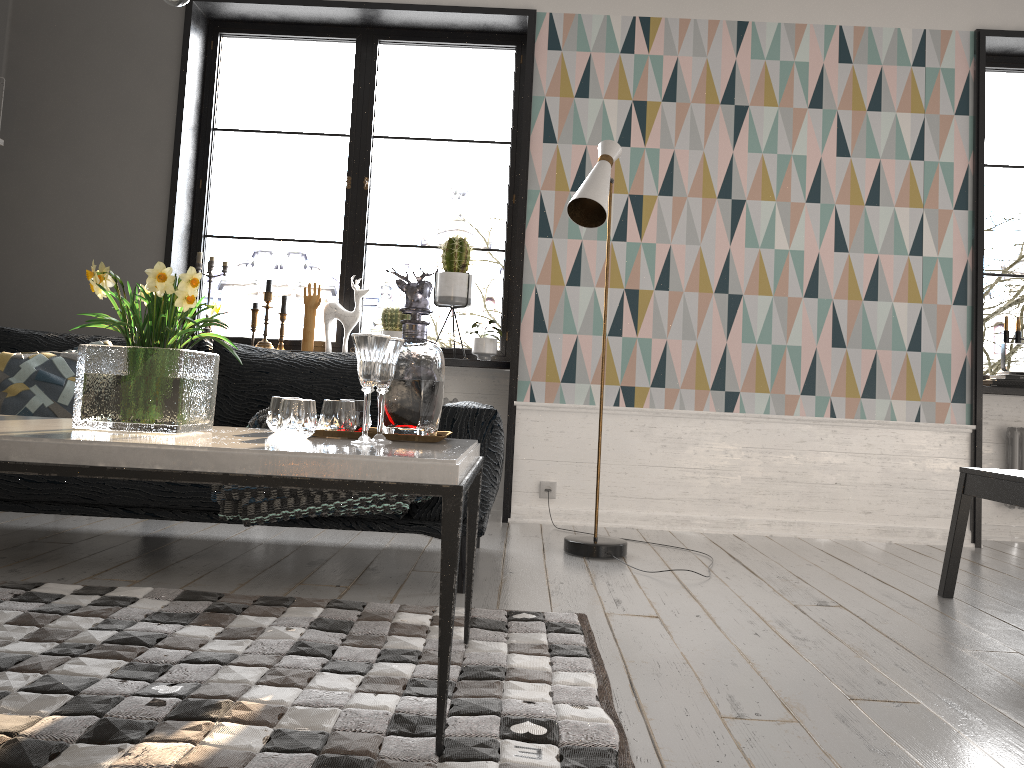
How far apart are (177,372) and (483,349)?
2.7m

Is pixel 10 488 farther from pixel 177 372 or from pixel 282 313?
pixel 282 313

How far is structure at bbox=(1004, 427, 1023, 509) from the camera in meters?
4.6

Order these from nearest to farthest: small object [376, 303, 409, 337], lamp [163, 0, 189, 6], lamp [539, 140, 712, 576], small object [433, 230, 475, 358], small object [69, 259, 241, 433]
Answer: small object [69, 259, 241, 433]
lamp [163, 0, 189, 6]
lamp [539, 140, 712, 576]
small object [433, 230, 475, 358]
small object [376, 303, 409, 337]

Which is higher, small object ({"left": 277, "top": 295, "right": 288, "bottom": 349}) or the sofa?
small object ({"left": 277, "top": 295, "right": 288, "bottom": 349})

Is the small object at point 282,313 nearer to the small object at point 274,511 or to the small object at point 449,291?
the small object at point 449,291

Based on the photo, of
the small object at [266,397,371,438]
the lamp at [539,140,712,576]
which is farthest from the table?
the lamp at [539,140,712,576]

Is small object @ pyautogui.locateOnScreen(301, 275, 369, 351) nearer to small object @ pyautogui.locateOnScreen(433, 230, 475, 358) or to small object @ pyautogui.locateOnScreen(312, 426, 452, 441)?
small object @ pyautogui.locateOnScreen(433, 230, 475, 358)

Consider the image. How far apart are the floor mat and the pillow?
0.7 meters

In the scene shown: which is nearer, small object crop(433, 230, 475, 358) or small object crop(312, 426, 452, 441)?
small object crop(312, 426, 452, 441)
